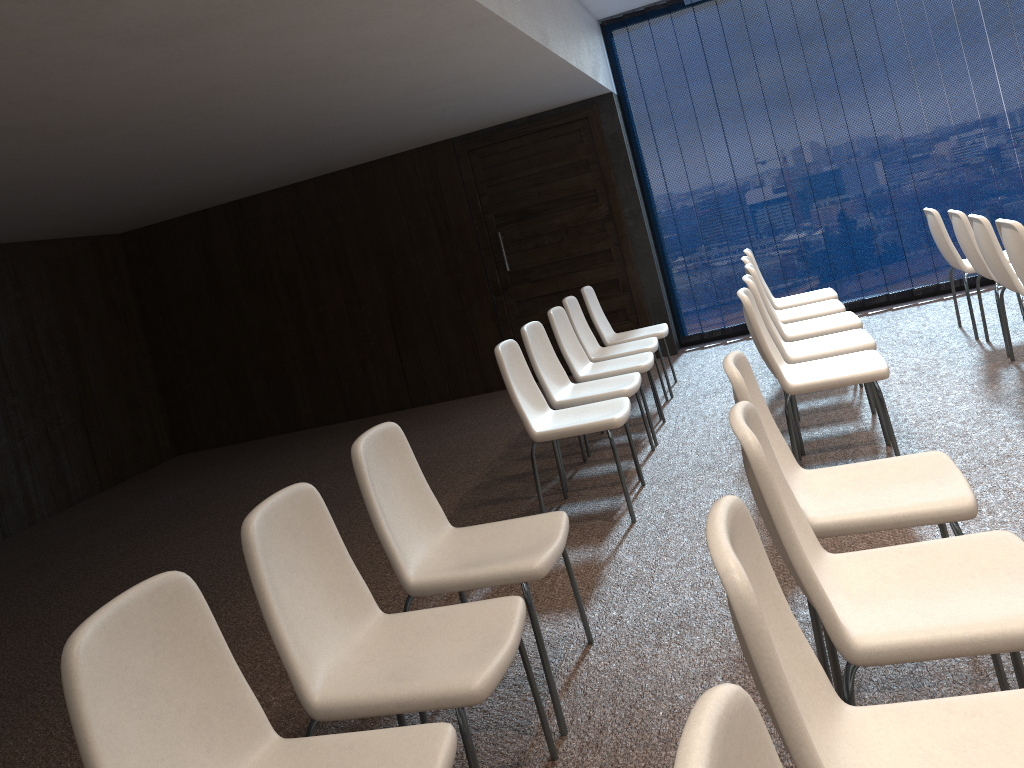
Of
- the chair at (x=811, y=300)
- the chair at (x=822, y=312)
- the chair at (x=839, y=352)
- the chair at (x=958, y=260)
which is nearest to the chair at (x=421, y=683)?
the chair at (x=839, y=352)

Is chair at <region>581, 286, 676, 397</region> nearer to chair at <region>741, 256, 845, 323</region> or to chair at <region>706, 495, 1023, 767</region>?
chair at <region>741, 256, 845, 323</region>

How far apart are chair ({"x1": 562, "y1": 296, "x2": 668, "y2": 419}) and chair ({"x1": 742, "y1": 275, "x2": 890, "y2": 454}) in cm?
120

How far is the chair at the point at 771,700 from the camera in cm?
117

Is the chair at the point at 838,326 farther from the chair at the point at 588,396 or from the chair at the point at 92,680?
the chair at the point at 92,680

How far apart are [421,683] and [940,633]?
1.12m

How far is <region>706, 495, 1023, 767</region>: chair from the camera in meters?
1.2 m

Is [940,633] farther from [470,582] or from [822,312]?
[822,312]

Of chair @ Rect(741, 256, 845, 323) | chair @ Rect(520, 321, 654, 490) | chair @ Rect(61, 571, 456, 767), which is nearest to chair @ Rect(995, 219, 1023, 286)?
chair @ Rect(741, 256, 845, 323)

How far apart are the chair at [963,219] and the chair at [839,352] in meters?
1.2
